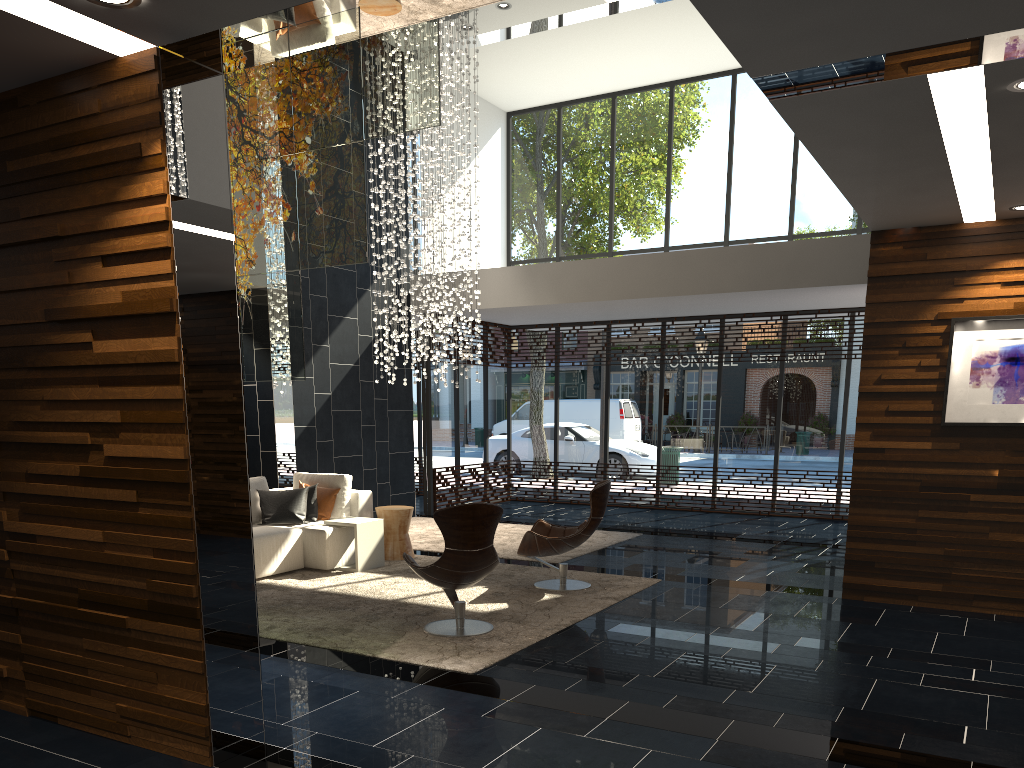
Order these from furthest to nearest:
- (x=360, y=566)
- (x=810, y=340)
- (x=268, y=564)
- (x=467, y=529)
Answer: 1. (x=810, y=340)
2. (x=360, y=566)
3. (x=268, y=564)
4. (x=467, y=529)

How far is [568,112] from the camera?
13.9m

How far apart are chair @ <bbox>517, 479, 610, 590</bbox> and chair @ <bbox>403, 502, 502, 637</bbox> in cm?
116

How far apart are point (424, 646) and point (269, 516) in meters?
3.3

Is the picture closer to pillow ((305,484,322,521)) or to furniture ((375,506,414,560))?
furniture ((375,506,414,560))

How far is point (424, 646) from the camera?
5.34m

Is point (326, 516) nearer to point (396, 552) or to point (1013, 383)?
point (396, 552)

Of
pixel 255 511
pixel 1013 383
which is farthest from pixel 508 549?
pixel 1013 383

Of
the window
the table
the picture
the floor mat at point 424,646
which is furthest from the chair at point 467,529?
the window

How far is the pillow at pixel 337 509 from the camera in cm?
853
